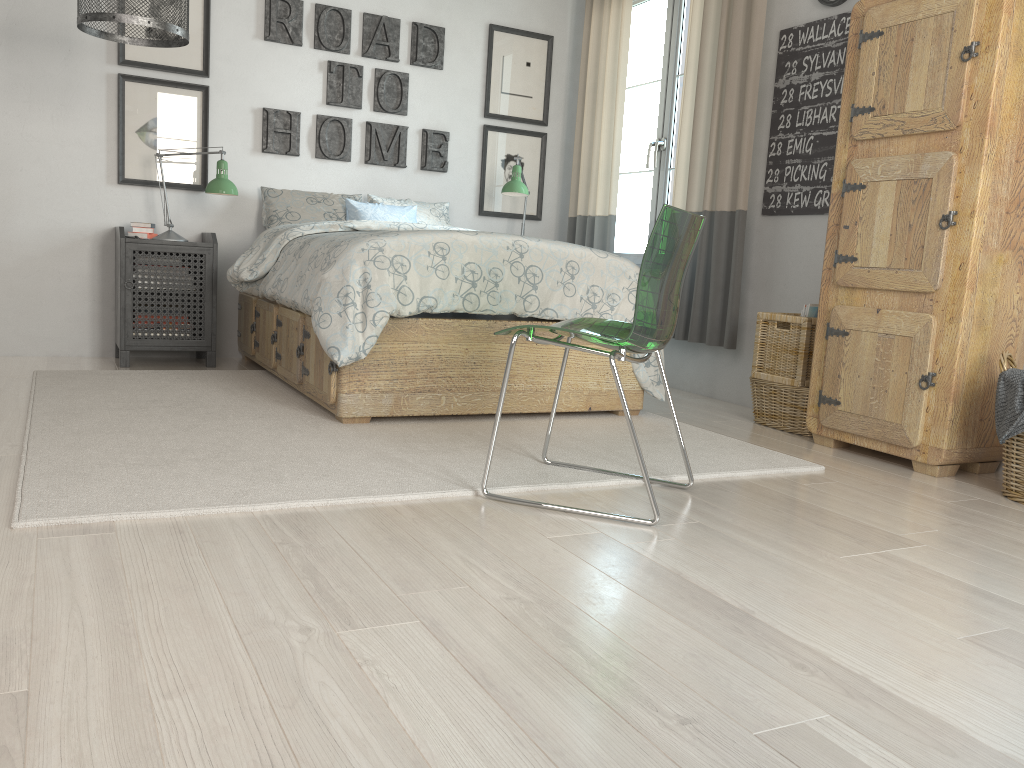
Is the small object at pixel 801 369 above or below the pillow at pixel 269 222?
below

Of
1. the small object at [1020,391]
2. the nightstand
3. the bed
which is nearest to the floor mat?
the bed

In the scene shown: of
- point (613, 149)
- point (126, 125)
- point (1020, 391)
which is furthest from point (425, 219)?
point (1020, 391)

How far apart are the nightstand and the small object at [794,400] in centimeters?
251cm

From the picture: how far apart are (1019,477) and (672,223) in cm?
138

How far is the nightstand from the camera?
4.05m

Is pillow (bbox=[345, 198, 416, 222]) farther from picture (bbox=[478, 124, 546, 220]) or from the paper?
the paper

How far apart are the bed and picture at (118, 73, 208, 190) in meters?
0.6 m

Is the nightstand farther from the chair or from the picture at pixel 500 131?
the chair

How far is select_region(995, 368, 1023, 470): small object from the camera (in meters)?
2.48
